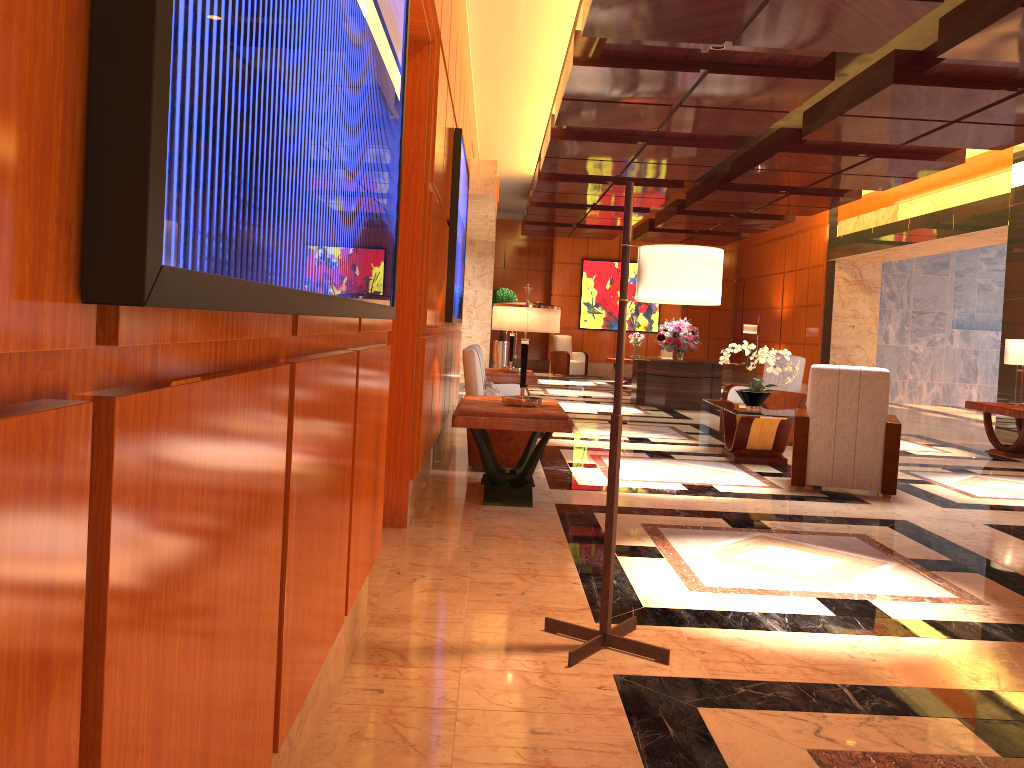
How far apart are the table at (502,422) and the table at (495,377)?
3.22m

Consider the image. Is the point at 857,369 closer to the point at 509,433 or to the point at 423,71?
the point at 509,433

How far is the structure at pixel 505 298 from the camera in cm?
1913

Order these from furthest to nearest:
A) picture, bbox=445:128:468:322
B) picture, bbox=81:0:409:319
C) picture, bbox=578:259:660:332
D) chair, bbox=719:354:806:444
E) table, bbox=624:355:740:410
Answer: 1. picture, bbox=578:259:660:332
2. table, bbox=624:355:740:410
3. chair, bbox=719:354:806:444
4. picture, bbox=445:128:468:322
5. picture, bbox=81:0:409:319

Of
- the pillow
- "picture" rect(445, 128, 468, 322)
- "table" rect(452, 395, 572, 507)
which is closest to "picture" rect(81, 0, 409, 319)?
"table" rect(452, 395, 572, 507)

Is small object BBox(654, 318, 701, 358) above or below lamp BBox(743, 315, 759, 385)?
below

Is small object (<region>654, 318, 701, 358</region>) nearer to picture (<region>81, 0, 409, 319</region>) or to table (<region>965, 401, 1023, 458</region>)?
table (<region>965, 401, 1023, 458</region>)

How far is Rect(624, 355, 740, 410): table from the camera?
13.3m

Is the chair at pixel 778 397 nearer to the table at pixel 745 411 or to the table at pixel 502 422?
the table at pixel 745 411

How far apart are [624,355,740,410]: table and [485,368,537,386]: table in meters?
3.5
